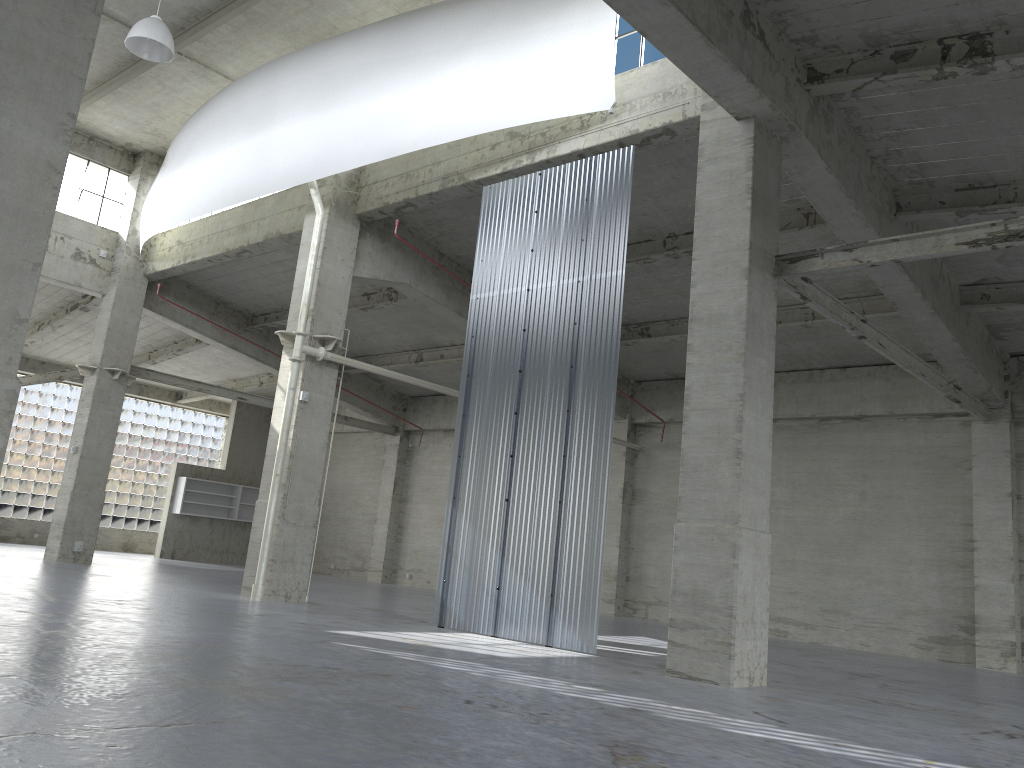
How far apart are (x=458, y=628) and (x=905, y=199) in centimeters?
1355cm

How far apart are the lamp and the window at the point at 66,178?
13.1 meters

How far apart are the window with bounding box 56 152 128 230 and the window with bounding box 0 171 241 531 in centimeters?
1575cm

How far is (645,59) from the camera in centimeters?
1935cm

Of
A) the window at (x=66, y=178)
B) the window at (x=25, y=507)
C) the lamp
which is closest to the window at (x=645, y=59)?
the lamp

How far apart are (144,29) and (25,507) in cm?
3195

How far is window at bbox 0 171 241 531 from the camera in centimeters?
4392cm

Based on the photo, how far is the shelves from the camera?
44.29m

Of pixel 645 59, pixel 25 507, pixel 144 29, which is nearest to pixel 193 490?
pixel 25 507

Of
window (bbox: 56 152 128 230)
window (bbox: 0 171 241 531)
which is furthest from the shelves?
window (bbox: 56 152 128 230)
